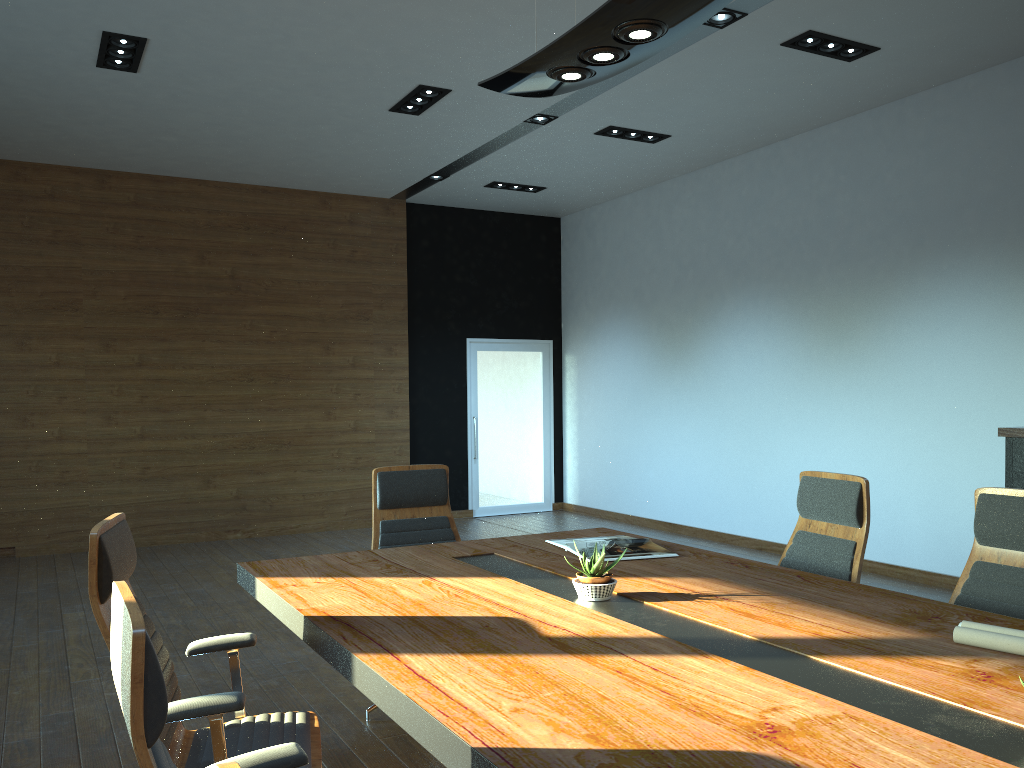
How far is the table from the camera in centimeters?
166cm

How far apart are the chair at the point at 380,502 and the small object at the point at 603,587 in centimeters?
154cm

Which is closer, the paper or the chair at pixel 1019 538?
the paper

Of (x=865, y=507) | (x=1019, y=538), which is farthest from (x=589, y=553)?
(x=1019, y=538)

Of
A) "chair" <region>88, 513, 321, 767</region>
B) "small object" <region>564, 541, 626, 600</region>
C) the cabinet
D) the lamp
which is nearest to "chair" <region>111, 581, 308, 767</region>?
"chair" <region>88, 513, 321, 767</region>

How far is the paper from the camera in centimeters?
219cm

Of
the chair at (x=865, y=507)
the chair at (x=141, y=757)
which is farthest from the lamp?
the chair at (x=141, y=757)

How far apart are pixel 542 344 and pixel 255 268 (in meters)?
3.65

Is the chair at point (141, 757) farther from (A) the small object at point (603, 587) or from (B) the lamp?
(B) the lamp

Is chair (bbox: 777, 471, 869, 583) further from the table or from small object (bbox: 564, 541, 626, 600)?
small object (bbox: 564, 541, 626, 600)
